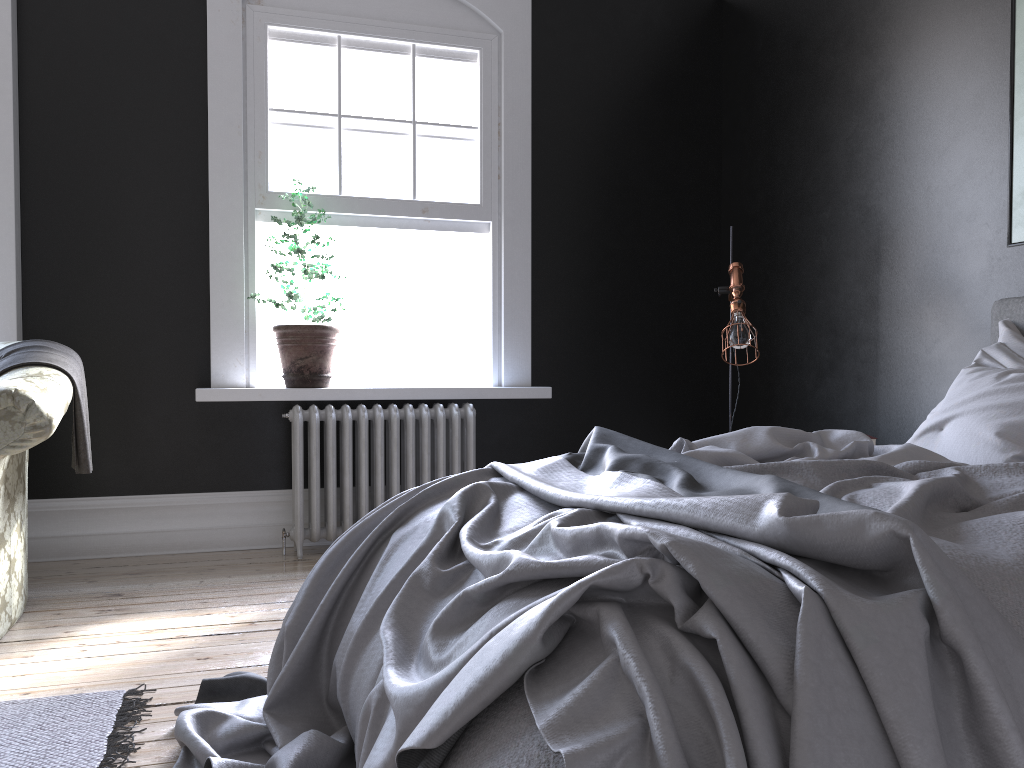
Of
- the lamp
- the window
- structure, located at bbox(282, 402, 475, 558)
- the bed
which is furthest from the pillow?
the window

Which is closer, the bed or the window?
the bed

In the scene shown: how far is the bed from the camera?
1.2 meters

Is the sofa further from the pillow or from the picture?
the picture

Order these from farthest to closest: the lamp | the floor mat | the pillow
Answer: the lamp → the pillow → the floor mat

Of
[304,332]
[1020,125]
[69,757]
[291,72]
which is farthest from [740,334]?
[69,757]

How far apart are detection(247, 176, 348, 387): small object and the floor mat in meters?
2.3

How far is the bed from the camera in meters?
1.2 m

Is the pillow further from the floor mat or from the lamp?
the floor mat

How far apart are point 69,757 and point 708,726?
1.8 meters
